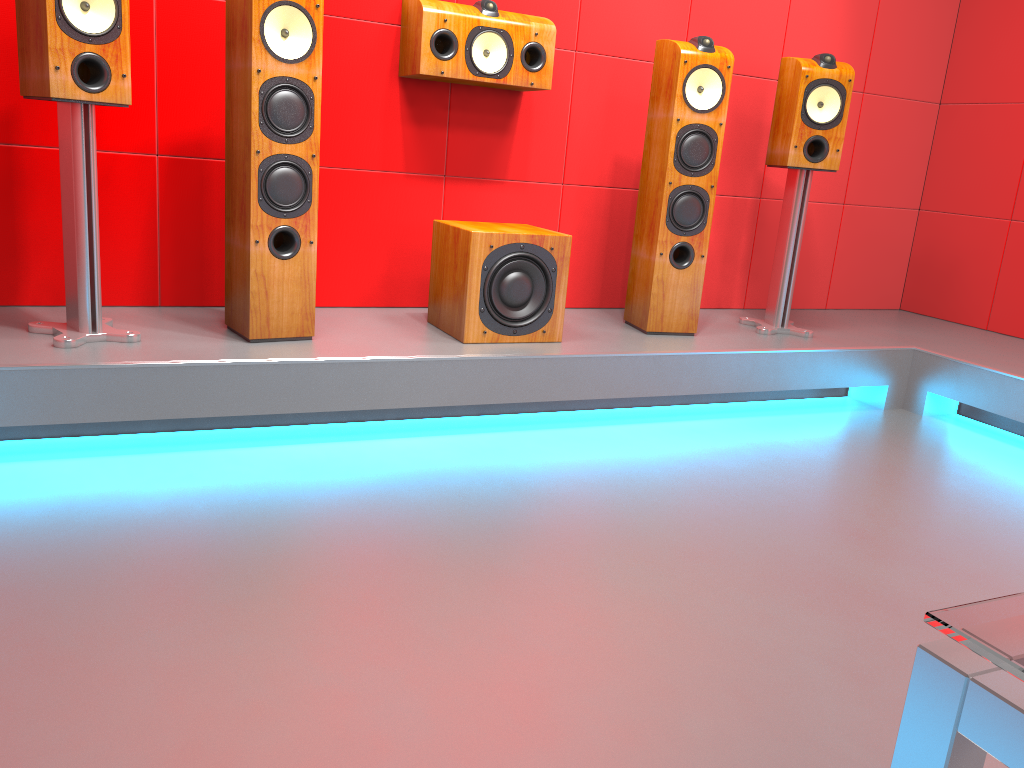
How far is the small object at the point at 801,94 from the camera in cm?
326

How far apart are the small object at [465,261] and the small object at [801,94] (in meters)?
0.95

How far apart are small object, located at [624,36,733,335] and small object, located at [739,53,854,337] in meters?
0.3

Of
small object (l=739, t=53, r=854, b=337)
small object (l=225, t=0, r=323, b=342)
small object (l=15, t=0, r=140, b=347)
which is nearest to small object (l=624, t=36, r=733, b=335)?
small object (l=739, t=53, r=854, b=337)

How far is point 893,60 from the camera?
4.06m

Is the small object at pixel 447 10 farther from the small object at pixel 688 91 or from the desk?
the desk

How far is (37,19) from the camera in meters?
2.2

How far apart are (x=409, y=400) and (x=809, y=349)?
1.5m

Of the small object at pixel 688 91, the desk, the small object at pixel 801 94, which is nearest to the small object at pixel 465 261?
the small object at pixel 688 91

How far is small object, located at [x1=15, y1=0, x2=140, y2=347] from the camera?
2.22m
